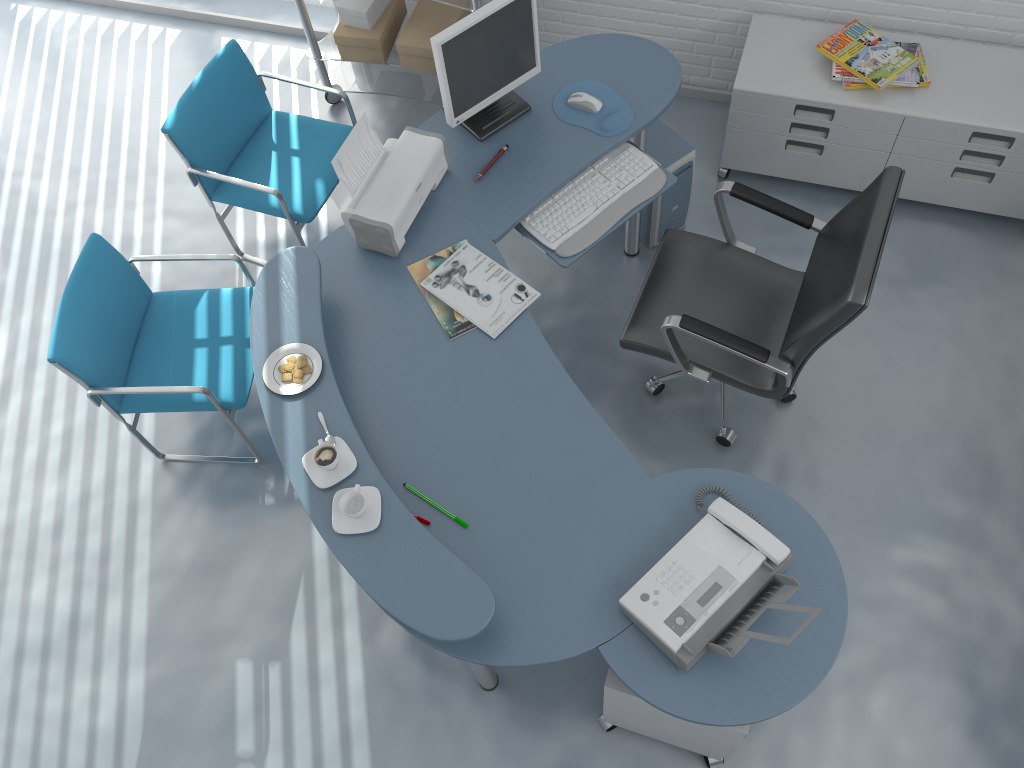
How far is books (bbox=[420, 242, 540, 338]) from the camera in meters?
2.5 m

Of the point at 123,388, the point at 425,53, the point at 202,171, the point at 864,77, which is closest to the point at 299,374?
the point at 123,388

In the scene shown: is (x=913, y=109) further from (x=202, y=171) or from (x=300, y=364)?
(x=202, y=171)

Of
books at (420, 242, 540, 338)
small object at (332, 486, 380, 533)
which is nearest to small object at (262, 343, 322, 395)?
small object at (332, 486, 380, 533)

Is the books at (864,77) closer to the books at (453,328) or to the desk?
the desk

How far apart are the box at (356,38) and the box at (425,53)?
0.1m

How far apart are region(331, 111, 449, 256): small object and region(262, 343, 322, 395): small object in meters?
0.4 m

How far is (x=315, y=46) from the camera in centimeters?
381cm

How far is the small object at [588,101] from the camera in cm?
289

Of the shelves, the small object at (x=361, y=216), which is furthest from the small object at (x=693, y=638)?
the shelves
